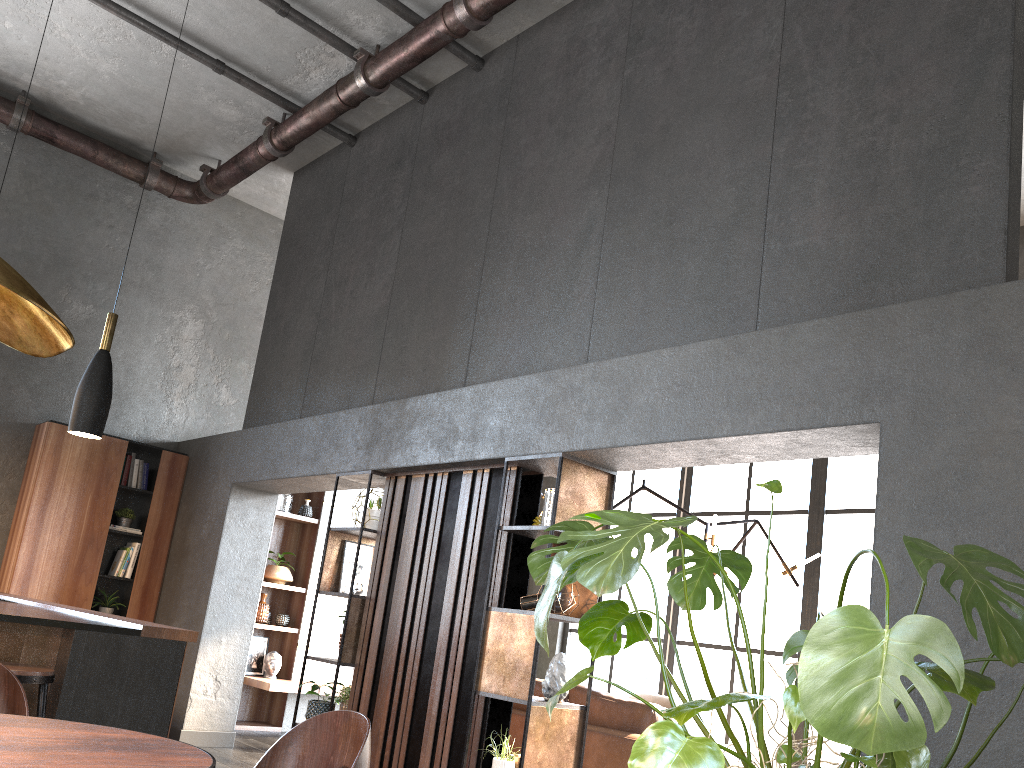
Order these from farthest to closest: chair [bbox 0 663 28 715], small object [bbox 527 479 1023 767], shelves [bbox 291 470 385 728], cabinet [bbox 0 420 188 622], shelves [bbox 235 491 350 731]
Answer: shelves [bbox 235 491 350 731] → cabinet [bbox 0 420 188 622] → shelves [bbox 291 470 385 728] → chair [bbox 0 663 28 715] → small object [bbox 527 479 1023 767]

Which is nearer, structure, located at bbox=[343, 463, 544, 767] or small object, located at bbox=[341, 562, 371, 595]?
structure, located at bbox=[343, 463, 544, 767]

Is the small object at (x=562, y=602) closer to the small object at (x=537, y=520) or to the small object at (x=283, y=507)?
the small object at (x=537, y=520)

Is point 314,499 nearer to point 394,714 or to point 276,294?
point 276,294

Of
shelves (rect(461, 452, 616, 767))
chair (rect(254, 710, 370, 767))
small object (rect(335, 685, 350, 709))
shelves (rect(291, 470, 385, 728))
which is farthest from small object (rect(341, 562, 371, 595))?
chair (rect(254, 710, 370, 767))

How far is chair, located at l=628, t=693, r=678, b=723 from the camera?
7.8m

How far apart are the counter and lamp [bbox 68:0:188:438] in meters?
0.8

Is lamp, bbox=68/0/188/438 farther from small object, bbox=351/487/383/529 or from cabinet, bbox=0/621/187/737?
small object, bbox=351/487/383/529

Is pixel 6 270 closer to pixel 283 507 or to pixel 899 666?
pixel 899 666

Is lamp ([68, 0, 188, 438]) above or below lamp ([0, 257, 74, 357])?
above
